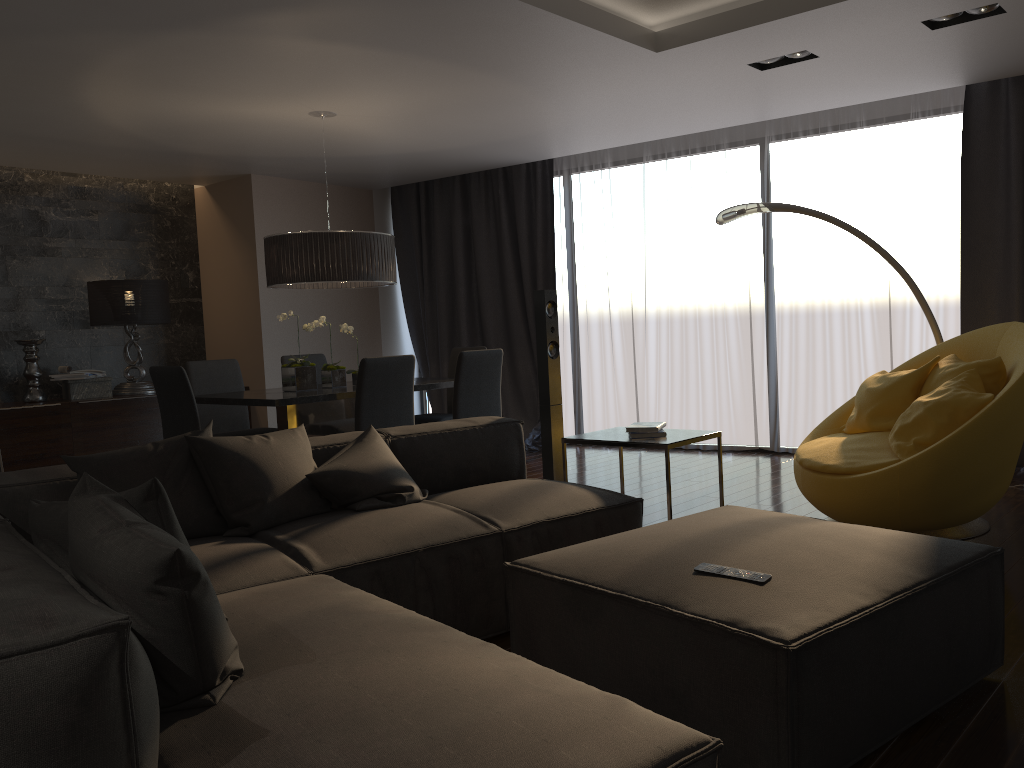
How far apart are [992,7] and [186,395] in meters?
4.5 m

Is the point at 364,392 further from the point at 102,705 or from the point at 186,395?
the point at 102,705

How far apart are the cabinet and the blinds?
2.53m

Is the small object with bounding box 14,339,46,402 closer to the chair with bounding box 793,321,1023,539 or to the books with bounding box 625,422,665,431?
the books with bounding box 625,422,665,431

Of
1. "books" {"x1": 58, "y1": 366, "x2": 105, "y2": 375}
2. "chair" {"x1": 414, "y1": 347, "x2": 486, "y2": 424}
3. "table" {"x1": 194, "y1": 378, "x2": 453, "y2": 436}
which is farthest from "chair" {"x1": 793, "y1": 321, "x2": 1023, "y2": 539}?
"books" {"x1": 58, "y1": 366, "x2": 105, "y2": 375}

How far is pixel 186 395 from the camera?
4.9m

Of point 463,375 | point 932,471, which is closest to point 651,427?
point 932,471

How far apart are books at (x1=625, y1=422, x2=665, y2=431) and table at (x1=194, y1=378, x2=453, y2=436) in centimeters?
195cm

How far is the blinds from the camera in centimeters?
589cm

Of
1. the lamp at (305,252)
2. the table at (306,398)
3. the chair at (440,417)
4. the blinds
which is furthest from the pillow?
the blinds
